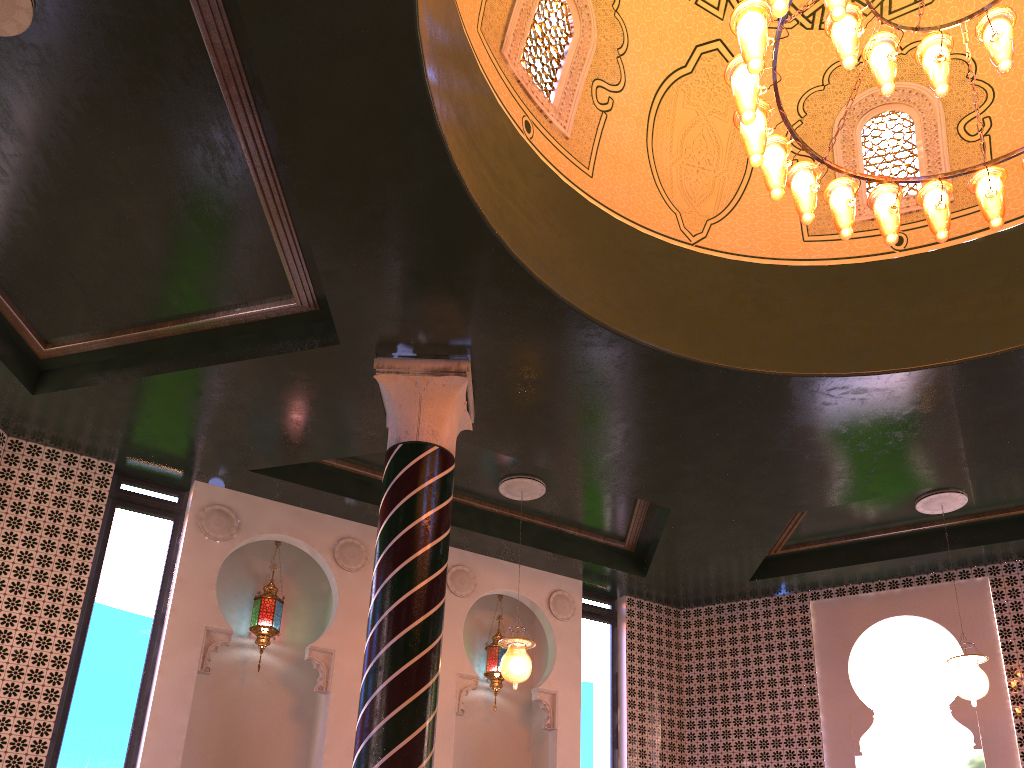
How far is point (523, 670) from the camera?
8.28m

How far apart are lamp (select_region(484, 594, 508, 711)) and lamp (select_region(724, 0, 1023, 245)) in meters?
6.6 m

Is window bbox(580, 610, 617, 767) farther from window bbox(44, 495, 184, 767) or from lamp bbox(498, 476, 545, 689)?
window bbox(44, 495, 184, 767)

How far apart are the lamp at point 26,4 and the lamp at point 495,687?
7.72m

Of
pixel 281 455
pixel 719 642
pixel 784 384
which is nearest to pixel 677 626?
pixel 719 642

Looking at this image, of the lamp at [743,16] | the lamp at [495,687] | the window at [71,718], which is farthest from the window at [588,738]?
the lamp at [743,16]

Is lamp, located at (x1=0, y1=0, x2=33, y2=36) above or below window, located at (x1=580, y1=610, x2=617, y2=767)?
above

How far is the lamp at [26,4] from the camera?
5.03m

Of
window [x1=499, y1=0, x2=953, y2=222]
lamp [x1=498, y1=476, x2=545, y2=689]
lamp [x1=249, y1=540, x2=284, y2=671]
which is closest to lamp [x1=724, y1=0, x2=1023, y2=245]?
window [x1=499, y1=0, x2=953, y2=222]

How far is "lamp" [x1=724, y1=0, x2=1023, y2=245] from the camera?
4.82m
